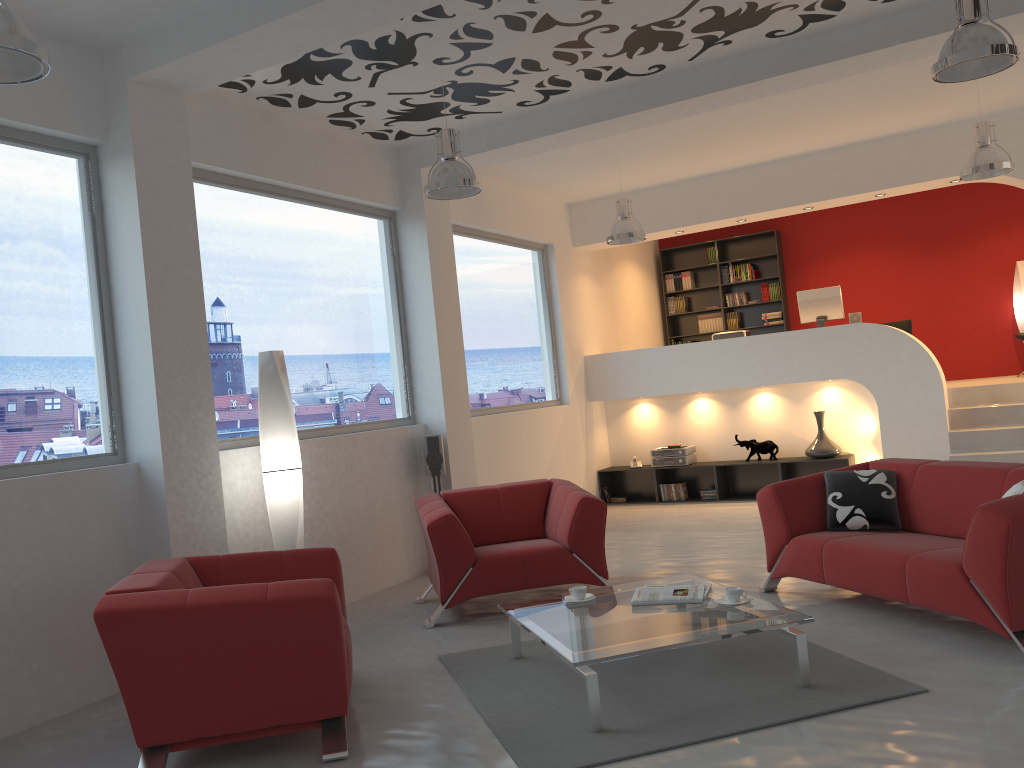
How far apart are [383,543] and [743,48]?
4.4 meters

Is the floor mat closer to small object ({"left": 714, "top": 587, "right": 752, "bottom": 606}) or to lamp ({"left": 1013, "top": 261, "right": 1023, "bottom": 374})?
small object ({"left": 714, "top": 587, "right": 752, "bottom": 606})

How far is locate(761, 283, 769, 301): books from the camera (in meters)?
11.99

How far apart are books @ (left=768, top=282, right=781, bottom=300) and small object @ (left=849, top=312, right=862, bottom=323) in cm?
250

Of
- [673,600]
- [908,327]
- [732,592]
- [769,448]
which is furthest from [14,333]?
[908,327]

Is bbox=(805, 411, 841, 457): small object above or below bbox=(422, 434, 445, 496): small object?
below

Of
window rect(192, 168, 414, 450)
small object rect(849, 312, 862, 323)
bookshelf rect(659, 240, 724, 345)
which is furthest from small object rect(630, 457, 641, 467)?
window rect(192, 168, 414, 450)

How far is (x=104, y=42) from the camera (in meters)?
4.84

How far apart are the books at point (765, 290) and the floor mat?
8.1m

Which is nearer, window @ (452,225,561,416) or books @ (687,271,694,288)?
window @ (452,225,561,416)
